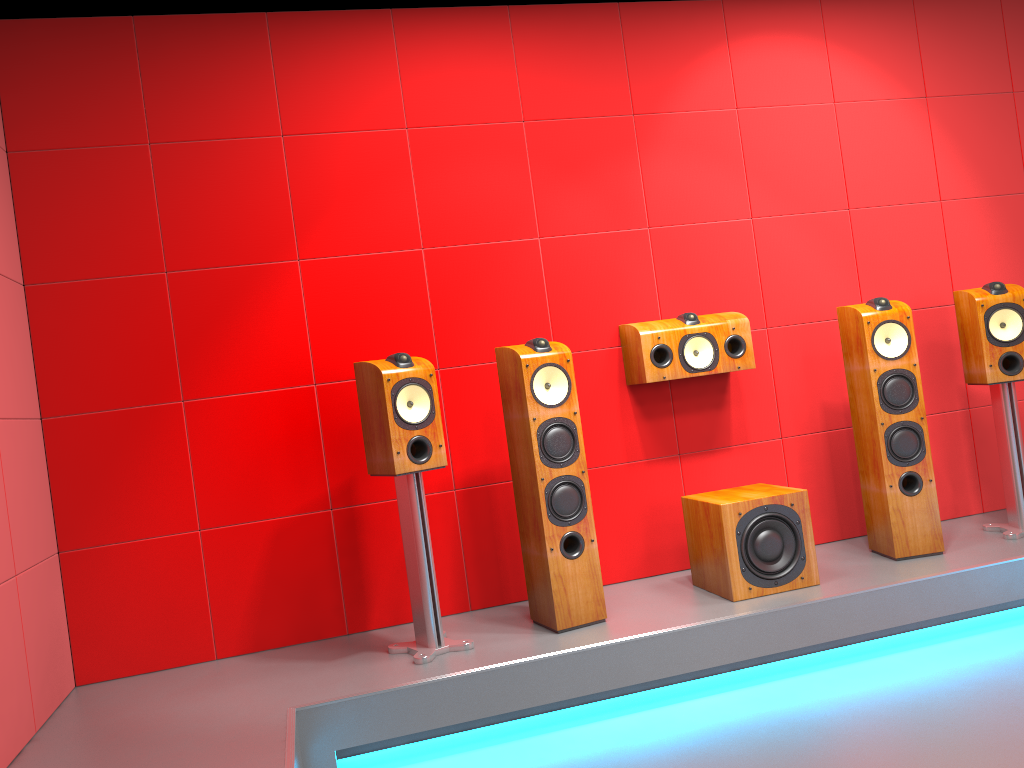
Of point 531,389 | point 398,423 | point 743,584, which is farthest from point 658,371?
point 398,423

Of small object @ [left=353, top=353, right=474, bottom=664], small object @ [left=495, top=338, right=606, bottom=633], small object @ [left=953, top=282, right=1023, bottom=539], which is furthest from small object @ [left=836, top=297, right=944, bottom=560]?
small object @ [left=353, top=353, right=474, bottom=664]

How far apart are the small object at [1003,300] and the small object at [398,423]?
2.3m

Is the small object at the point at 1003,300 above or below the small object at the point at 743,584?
above

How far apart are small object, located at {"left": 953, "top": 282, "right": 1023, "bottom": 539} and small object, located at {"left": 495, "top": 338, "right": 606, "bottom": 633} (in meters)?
1.76

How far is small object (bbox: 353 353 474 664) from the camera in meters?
3.0

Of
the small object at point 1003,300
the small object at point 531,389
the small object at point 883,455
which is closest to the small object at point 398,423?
the small object at point 531,389

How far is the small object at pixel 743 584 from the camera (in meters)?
3.25

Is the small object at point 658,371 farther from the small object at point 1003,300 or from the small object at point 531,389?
the small object at point 1003,300

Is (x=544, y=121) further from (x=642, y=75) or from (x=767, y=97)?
(x=767, y=97)
